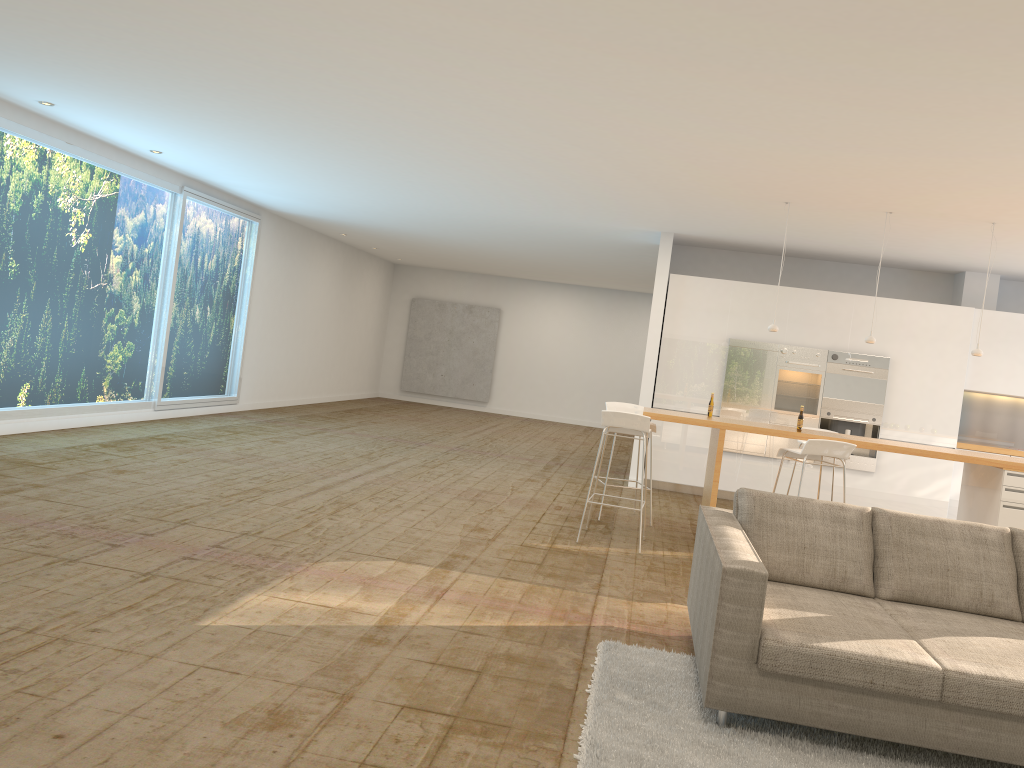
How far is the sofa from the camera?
3.27m

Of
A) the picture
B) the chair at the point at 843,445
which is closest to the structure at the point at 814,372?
the chair at the point at 843,445

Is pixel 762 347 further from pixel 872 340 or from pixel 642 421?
pixel 642 421

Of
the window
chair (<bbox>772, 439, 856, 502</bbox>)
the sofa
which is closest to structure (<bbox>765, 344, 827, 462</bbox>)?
chair (<bbox>772, 439, 856, 502</bbox>)

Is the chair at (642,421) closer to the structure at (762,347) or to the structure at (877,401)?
the structure at (762,347)

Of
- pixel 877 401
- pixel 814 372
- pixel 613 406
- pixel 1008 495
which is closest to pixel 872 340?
pixel 1008 495

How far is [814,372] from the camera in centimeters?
1013cm

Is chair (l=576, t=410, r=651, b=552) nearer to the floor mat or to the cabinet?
the floor mat

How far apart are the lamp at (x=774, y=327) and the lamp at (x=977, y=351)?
1.65m

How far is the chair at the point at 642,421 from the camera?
6.75m
